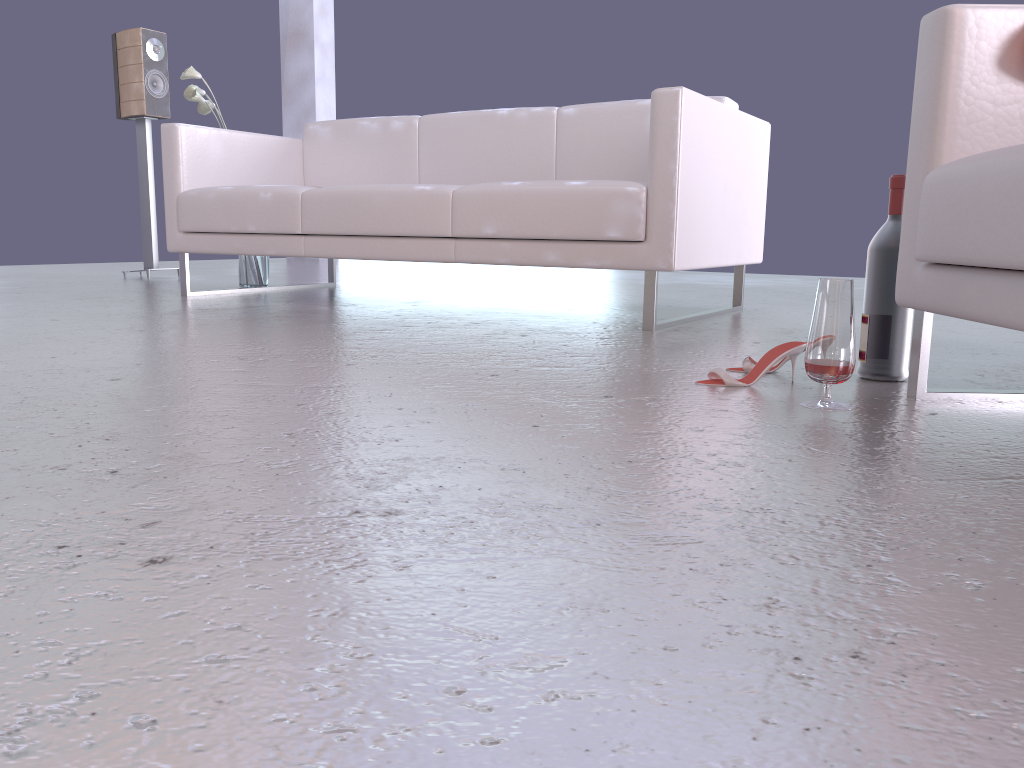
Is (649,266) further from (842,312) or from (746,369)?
(842,312)

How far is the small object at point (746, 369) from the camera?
1.98m

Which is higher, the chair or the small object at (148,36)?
the small object at (148,36)

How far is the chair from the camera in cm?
134

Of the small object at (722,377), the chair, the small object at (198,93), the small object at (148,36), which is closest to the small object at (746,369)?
the small object at (722,377)

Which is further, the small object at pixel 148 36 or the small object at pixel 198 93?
the small object at pixel 148 36

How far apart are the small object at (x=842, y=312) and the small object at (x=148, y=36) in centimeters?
433cm

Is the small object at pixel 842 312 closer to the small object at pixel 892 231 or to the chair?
the chair

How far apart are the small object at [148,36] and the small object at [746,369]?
4.0 meters

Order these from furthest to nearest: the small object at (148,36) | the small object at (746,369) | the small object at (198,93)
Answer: the small object at (148,36)
the small object at (198,93)
the small object at (746,369)
